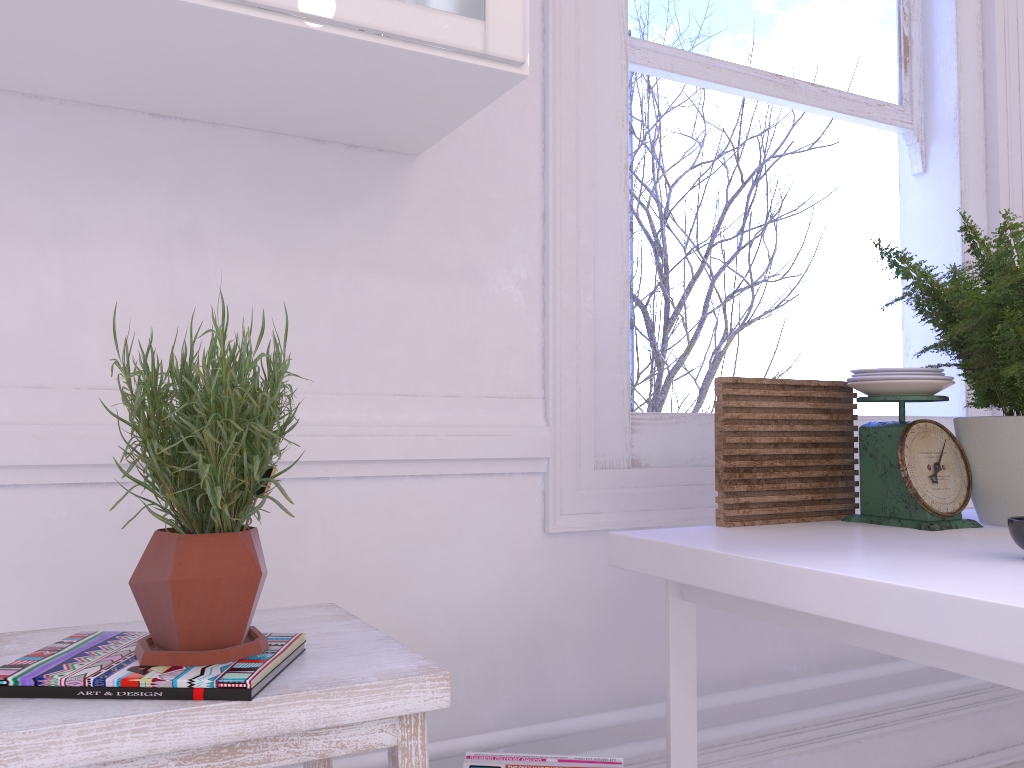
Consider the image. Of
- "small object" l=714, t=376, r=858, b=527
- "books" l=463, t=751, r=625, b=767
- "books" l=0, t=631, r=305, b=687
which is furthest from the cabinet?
"books" l=463, t=751, r=625, b=767

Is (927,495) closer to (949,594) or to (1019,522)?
(1019,522)

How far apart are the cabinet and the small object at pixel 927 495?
0.8m

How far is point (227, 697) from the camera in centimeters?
77cm

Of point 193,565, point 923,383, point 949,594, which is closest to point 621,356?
point 923,383

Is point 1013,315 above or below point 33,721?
above

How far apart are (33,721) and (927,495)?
1.2m

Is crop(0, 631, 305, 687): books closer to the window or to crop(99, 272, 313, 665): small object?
crop(99, 272, 313, 665): small object

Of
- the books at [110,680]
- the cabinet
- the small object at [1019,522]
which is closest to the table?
the small object at [1019,522]

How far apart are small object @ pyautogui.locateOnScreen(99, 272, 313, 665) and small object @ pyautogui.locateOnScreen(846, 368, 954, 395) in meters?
0.9
